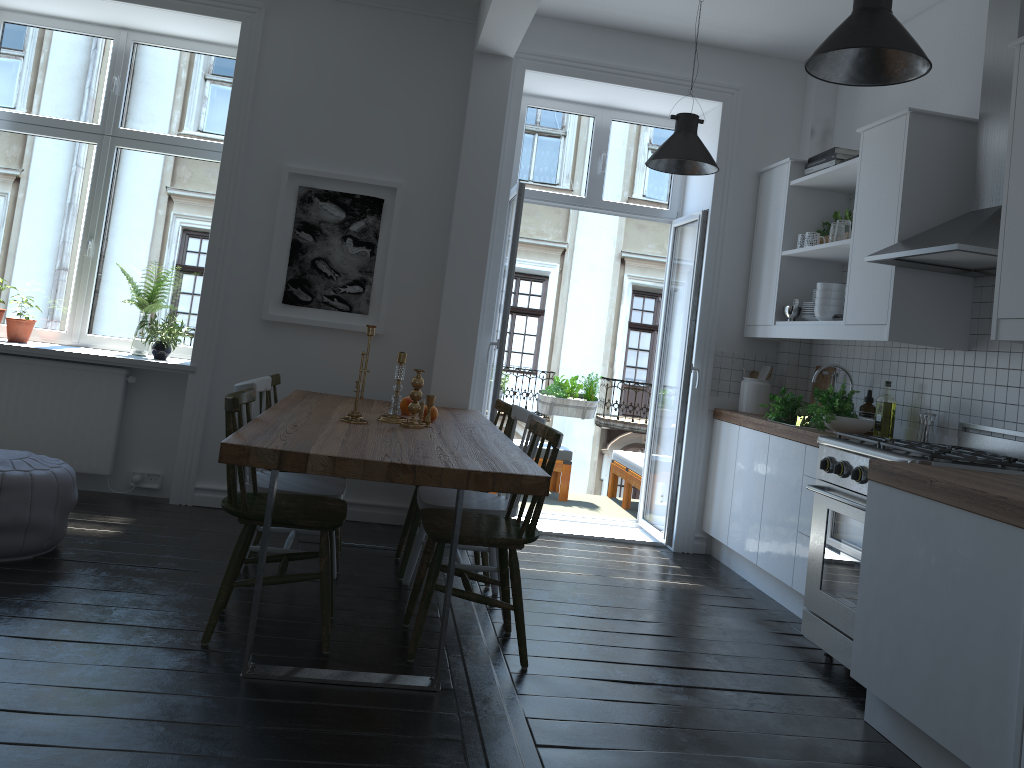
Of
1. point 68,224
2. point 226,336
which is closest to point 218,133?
point 68,224

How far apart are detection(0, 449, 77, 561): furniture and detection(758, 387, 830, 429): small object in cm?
343

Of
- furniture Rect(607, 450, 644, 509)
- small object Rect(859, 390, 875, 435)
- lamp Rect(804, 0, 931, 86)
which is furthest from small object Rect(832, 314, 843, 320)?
furniture Rect(607, 450, 644, 509)

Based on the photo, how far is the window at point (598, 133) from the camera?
5.71m

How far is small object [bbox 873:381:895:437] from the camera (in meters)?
4.30

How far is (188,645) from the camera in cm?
300

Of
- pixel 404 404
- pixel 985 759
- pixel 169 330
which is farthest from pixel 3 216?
pixel 985 759

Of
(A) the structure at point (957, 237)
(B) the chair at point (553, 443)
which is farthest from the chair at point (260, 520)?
(A) the structure at point (957, 237)

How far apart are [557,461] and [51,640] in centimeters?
419cm

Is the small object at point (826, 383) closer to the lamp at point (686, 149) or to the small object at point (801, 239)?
the small object at point (801, 239)
